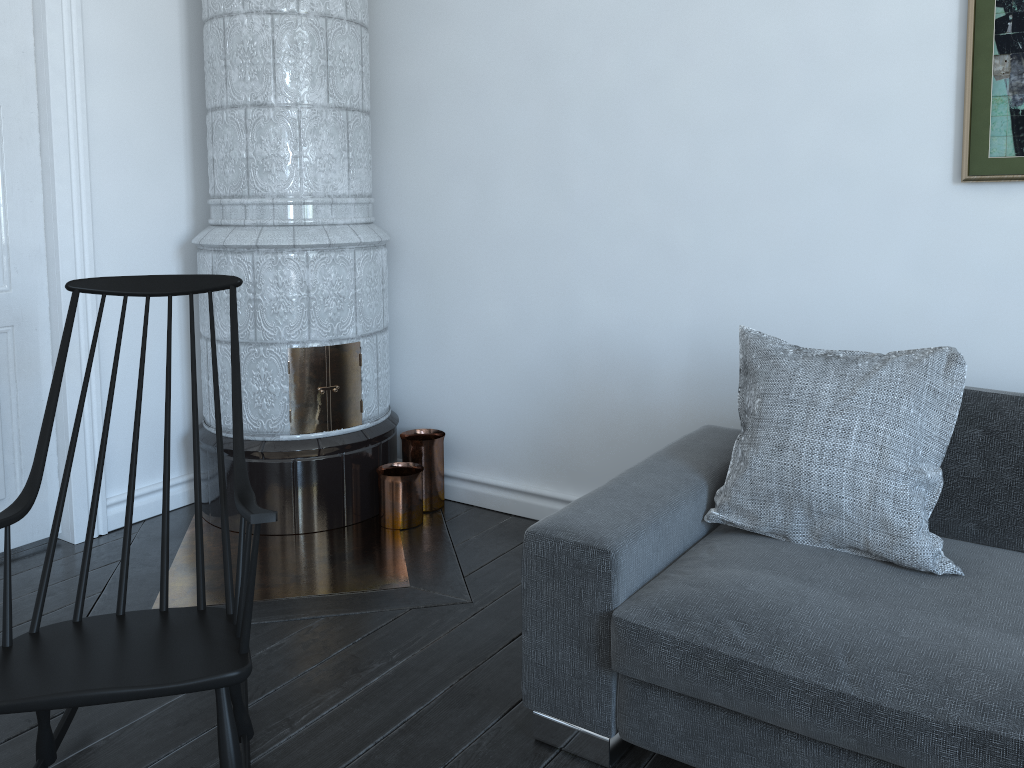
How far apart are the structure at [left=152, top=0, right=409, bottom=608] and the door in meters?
0.3 m

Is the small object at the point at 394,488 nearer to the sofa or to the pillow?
the sofa

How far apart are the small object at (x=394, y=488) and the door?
1.0 meters

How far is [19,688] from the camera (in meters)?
1.49

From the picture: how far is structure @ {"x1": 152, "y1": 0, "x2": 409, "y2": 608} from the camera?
2.94m

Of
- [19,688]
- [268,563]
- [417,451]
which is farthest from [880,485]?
[268,563]

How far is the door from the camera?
2.83m

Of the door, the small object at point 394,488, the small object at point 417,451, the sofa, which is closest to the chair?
the sofa

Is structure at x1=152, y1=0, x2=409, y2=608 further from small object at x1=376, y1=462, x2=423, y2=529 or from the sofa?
the sofa

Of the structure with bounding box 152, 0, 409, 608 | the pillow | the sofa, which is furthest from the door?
the pillow
